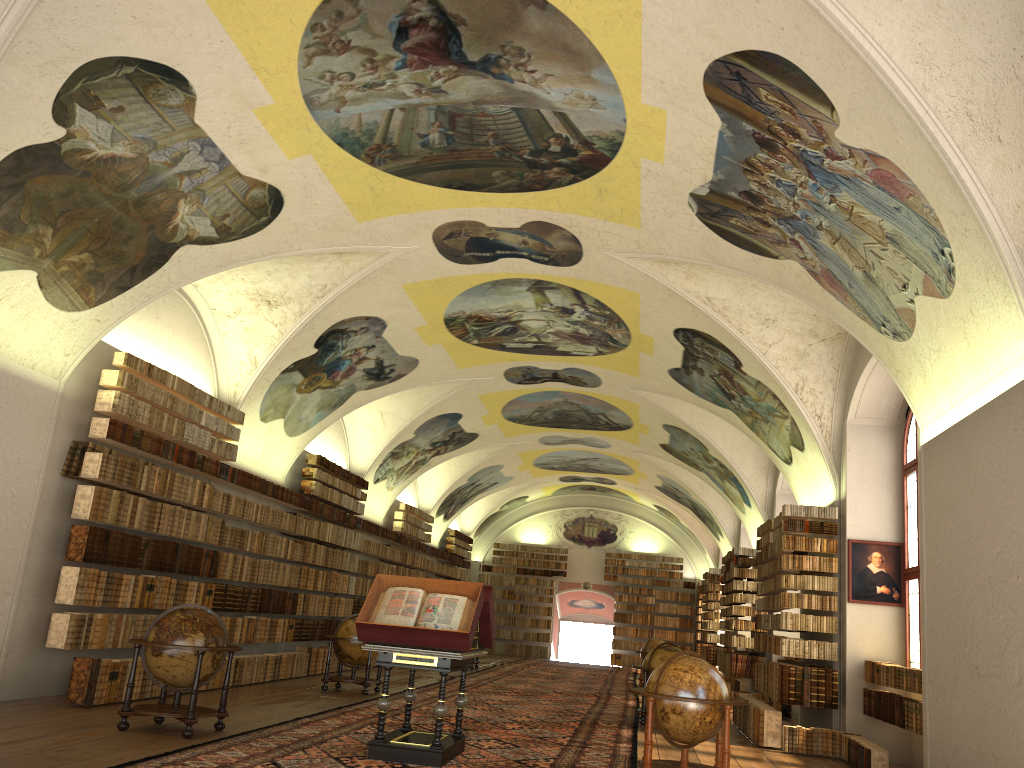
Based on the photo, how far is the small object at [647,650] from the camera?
26.11m

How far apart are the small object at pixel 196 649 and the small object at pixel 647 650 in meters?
17.5 m

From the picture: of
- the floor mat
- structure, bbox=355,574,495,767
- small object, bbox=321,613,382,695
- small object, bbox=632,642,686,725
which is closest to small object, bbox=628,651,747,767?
the floor mat

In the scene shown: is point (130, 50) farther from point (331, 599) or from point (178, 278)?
point (331, 599)

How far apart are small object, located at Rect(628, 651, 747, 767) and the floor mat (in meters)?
1.10

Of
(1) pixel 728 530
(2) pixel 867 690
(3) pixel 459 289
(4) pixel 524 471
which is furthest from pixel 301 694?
(4) pixel 524 471

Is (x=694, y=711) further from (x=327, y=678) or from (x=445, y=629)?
(x=327, y=678)

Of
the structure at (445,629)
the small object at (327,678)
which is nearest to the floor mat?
the structure at (445,629)

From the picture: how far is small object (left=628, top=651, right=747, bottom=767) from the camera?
9.1 meters

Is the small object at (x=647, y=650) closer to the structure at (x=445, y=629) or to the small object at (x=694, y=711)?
the structure at (x=445, y=629)
